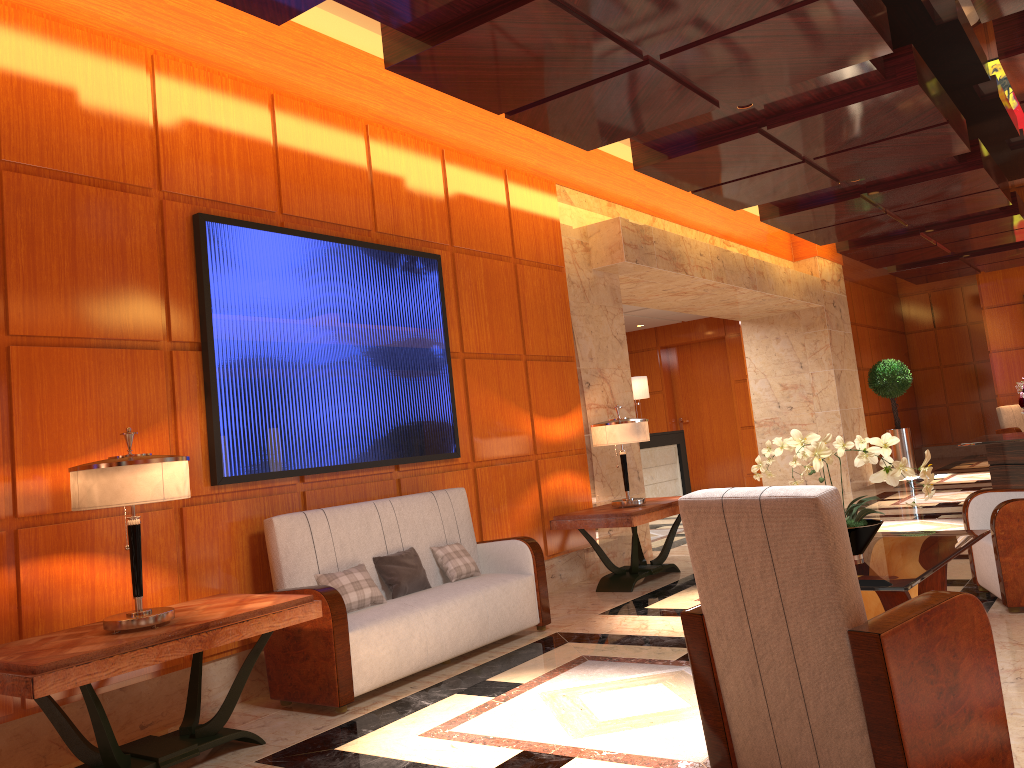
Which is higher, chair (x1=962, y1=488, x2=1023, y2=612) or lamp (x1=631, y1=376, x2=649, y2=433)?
lamp (x1=631, y1=376, x2=649, y2=433)

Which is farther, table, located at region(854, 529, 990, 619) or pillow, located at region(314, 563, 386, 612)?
pillow, located at region(314, 563, 386, 612)

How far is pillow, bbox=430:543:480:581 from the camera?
5.37m

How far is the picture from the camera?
4.7 meters

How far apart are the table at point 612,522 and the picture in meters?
1.1

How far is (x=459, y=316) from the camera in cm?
652

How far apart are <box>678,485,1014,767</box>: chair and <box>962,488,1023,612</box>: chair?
2.4 meters

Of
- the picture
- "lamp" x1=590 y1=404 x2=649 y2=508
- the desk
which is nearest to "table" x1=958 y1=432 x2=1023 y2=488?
"lamp" x1=590 y1=404 x2=649 y2=508

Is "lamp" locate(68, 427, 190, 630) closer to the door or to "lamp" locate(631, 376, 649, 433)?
"lamp" locate(631, 376, 649, 433)

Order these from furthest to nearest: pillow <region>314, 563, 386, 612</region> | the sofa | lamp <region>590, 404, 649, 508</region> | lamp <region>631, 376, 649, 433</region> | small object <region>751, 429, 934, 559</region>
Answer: lamp <region>631, 376, 649, 433</region>
lamp <region>590, 404, 649, 508</region>
pillow <region>314, 563, 386, 612</region>
the sofa
small object <region>751, 429, 934, 559</region>
